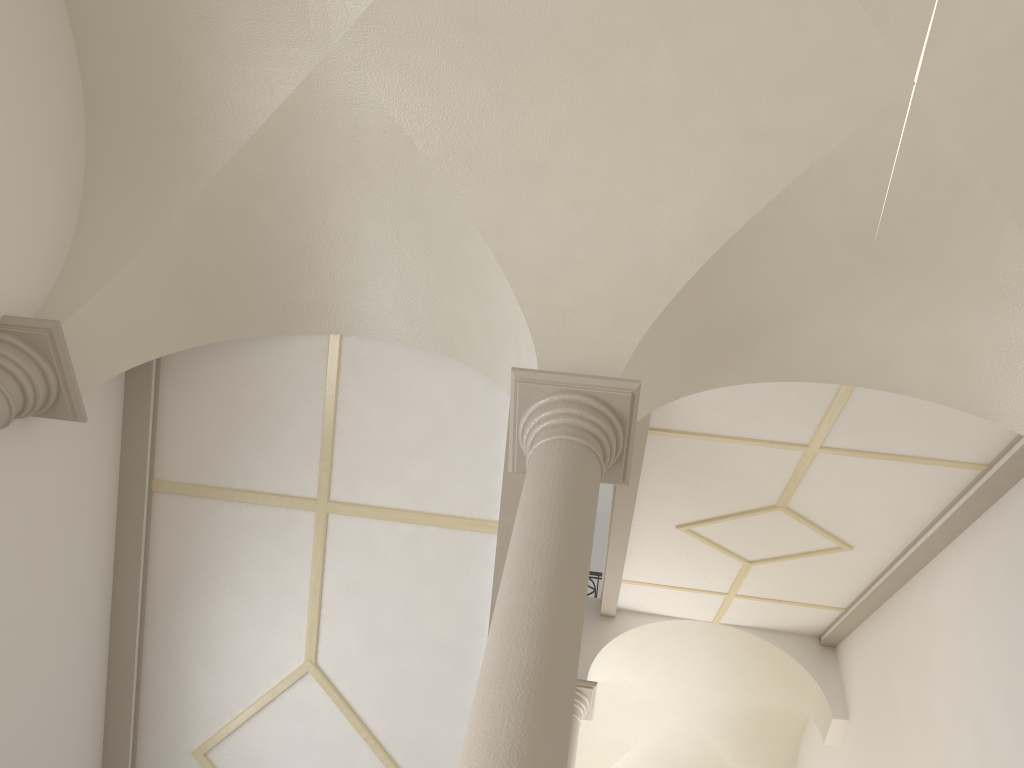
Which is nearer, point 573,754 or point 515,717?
point 515,717

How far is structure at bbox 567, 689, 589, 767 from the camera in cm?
1014

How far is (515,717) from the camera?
3.1m

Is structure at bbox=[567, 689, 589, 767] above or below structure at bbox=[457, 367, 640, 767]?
above

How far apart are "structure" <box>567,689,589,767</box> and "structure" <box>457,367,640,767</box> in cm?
628

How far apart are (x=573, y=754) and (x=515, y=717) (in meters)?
7.74

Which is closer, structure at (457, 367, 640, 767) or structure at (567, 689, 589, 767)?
structure at (457, 367, 640, 767)
